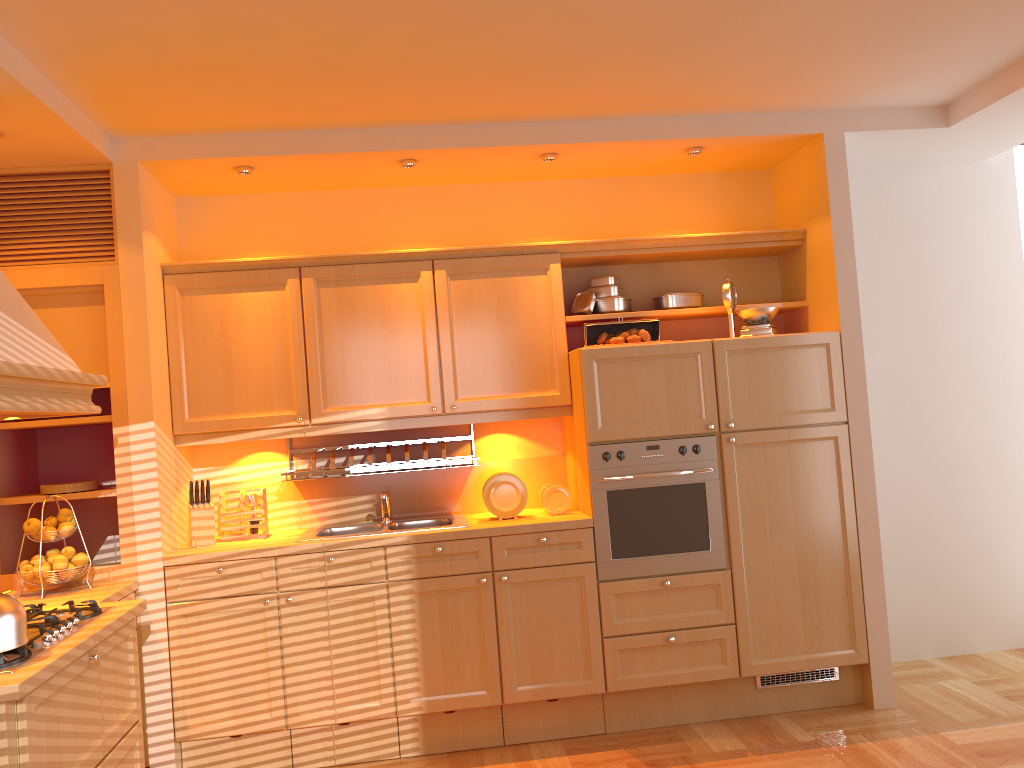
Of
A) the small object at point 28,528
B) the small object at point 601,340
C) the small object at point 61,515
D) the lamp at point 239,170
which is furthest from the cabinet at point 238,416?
the small object at point 28,528

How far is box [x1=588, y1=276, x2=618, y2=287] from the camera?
4.3 meters

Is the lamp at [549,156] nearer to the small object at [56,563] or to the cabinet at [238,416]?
the cabinet at [238,416]

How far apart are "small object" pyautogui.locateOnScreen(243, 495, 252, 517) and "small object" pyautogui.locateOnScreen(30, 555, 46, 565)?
0.9m

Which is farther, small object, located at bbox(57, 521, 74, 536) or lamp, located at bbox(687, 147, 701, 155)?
lamp, located at bbox(687, 147, 701, 155)

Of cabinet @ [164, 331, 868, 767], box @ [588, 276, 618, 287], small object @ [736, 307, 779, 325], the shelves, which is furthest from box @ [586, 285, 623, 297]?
the shelves

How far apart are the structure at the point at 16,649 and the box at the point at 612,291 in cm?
253

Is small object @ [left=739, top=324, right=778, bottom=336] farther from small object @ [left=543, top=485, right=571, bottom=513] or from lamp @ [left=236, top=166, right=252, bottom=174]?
lamp @ [left=236, top=166, right=252, bottom=174]

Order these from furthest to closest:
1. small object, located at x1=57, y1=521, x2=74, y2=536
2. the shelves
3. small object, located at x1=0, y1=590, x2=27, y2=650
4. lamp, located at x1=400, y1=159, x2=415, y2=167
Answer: lamp, located at x1=400, y1=159, x2=415, y2=167 → the shelves → small object, located at x1=57, y1=521, x2=74, y2=536 → small object, located at x1=0, y1=590, x2=27, y2=650

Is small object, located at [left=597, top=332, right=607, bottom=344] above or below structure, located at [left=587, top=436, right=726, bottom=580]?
above
